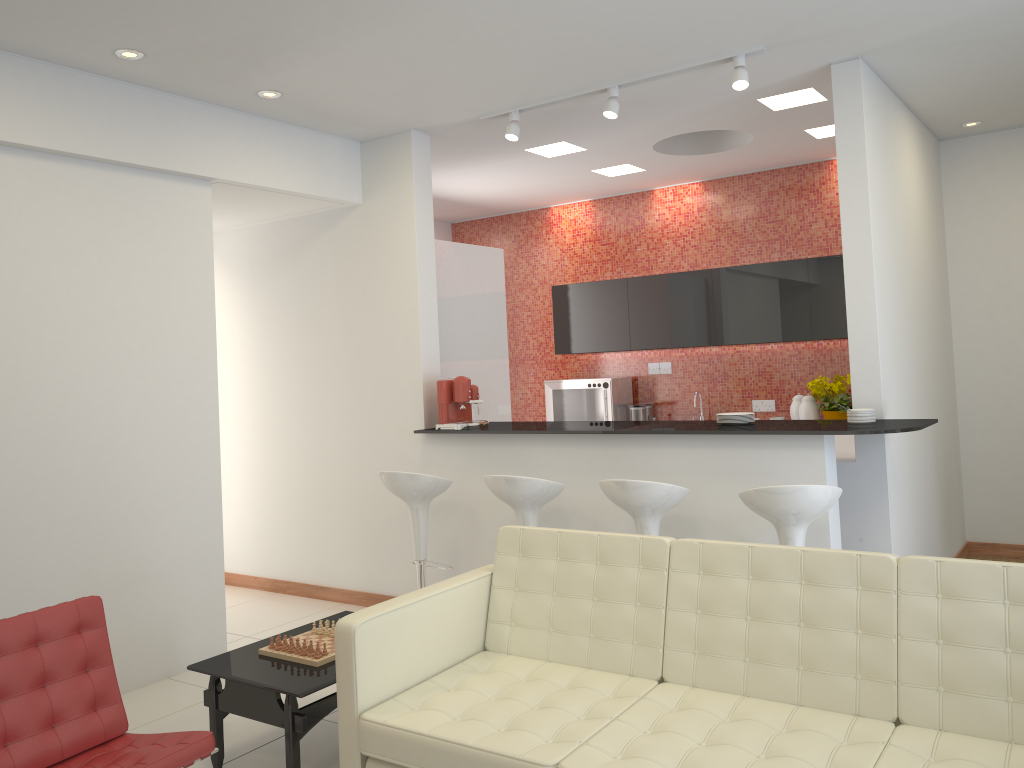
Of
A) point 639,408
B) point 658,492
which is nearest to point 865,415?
point 658,492

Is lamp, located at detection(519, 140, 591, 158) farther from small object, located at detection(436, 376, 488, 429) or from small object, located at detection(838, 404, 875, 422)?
small object, located at detection(838, 404, 875, 422)

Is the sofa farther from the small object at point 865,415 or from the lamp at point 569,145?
the lamp at point 569,145

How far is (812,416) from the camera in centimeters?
704cm

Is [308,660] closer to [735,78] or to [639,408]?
[735,78]

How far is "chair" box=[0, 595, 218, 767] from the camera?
2.9m

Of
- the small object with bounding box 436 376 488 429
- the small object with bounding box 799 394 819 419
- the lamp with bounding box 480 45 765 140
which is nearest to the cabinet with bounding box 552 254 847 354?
the small object with bounding box 799 394 819 419

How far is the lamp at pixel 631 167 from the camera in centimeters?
728cm

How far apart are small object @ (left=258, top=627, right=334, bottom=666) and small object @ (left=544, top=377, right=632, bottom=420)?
4.5m

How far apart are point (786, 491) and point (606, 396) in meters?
4.2 m
